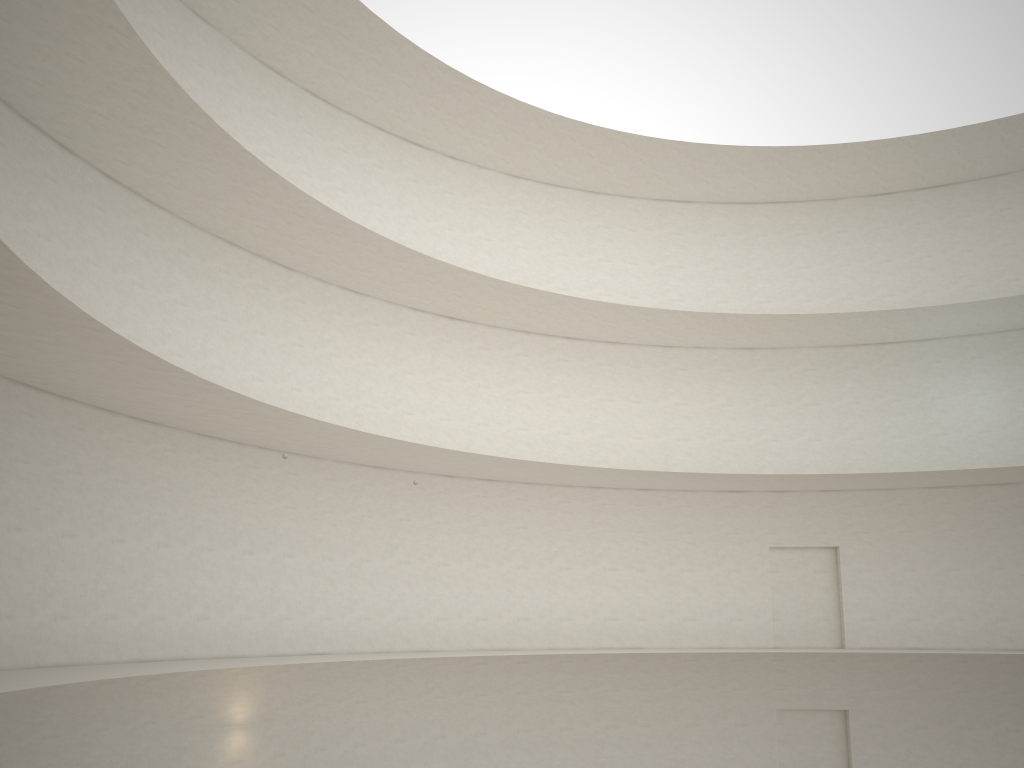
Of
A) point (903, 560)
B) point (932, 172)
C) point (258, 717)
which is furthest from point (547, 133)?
point (258, 717)
